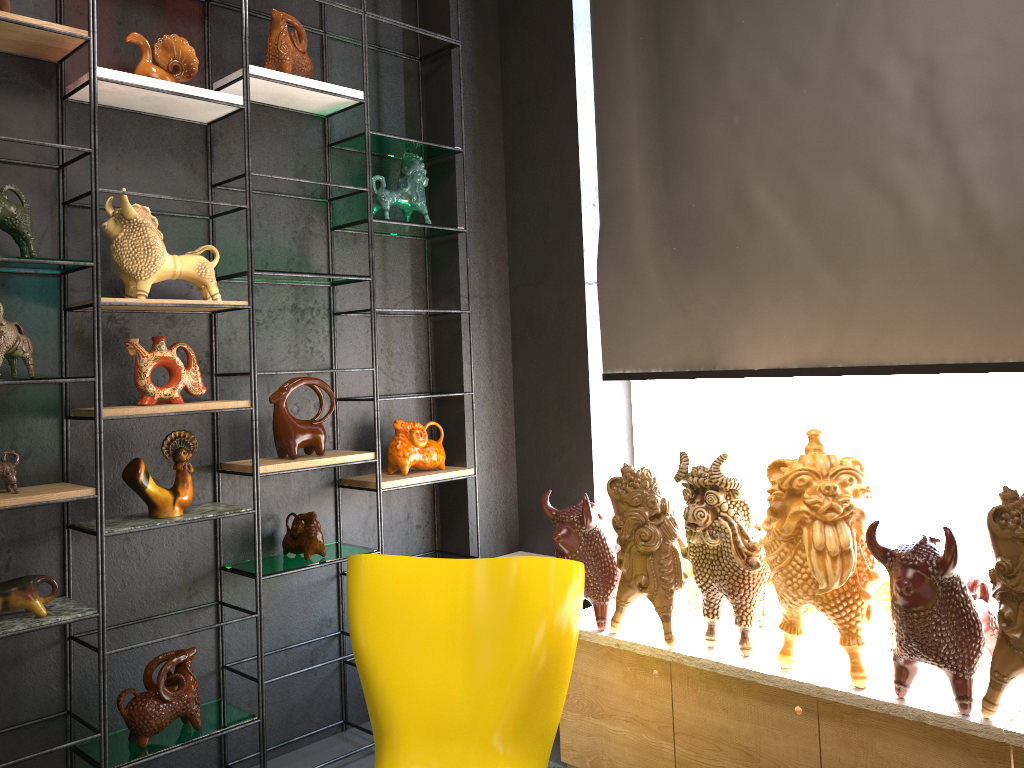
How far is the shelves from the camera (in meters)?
2.56

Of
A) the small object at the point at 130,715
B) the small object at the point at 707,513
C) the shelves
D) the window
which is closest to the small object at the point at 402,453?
the shelves

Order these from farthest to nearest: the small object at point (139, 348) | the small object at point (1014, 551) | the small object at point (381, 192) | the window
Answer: the small object at point (381, 192), the window, the small object at point (139, 348), the small object at point (1014, 551)

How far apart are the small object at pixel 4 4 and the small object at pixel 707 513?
2.3m

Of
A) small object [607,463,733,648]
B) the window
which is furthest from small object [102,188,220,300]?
the window

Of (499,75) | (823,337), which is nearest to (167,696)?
(823,337)

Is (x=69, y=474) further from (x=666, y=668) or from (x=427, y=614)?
(x=666, y=668)

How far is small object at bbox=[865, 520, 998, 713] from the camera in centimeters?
207cm

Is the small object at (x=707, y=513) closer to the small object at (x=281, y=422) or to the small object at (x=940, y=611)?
the small object at (x=940, y=611)

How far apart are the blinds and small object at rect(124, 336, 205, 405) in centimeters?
155cm
